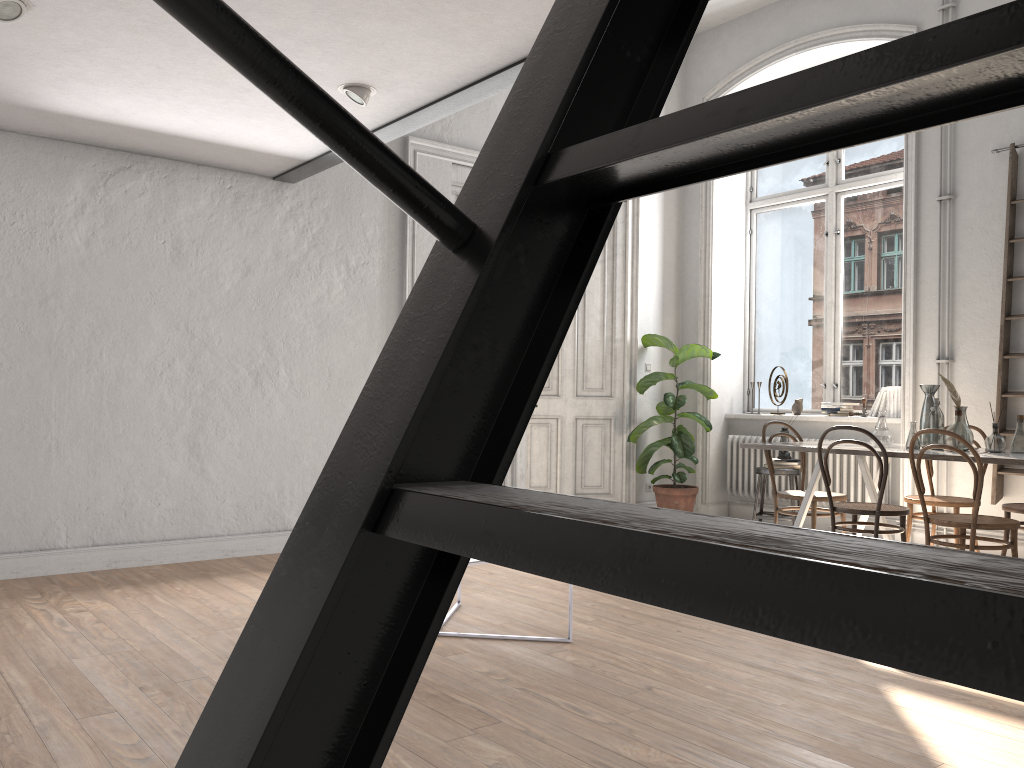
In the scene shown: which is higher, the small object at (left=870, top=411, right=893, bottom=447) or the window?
the window

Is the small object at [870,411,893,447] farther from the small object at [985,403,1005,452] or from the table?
the small object at [985,403,1005,452]

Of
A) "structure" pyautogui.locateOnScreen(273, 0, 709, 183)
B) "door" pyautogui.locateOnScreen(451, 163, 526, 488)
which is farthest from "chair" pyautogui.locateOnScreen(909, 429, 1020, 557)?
"door" pyautogui.locateOnScreen(451, 163, 526, 488)

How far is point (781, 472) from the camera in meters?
6.9

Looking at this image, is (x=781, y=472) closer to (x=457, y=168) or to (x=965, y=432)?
(x=965, y=432)

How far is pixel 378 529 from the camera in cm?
50

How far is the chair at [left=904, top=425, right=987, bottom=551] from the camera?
5.4 meters

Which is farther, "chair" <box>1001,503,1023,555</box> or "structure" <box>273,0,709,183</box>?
"chair" <box>1001,503,1023,555</box>

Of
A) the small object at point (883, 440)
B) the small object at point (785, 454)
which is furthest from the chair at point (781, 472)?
the small object at point (883, 440)

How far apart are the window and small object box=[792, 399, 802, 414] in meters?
0.2 m
